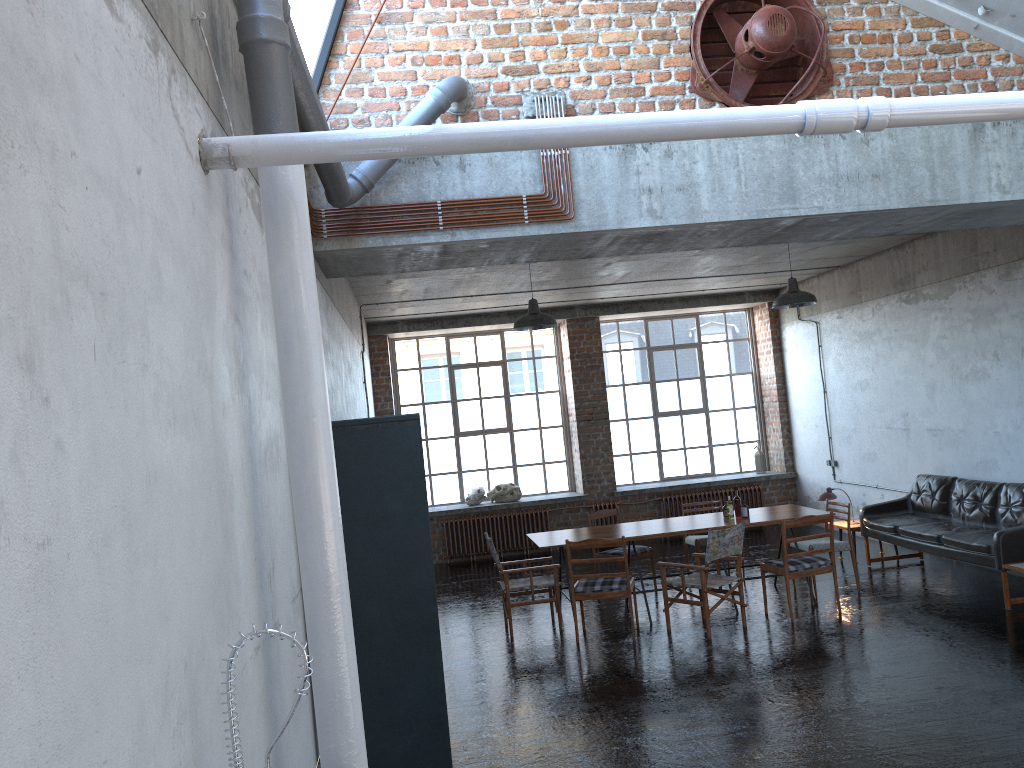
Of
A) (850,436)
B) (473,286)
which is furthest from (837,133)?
(850,436)

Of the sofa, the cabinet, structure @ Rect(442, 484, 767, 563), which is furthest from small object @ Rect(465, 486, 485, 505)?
the cabinet

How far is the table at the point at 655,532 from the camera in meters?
9.1 m

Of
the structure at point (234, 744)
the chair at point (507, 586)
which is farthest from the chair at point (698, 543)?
the structure at point (234, 744)

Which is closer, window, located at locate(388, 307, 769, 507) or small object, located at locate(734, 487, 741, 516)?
small object, located at locate(734, 487, 741, 516)

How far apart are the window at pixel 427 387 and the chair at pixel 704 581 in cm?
627

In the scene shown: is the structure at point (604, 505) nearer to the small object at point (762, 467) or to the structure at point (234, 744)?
the small object at point (762, 467)

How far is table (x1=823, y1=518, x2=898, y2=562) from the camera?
10.8m

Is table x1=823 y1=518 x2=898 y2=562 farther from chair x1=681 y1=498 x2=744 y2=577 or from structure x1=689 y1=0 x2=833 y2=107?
structure x1=689 y1=0 x2=833 y2=107

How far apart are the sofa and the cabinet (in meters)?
5.73
